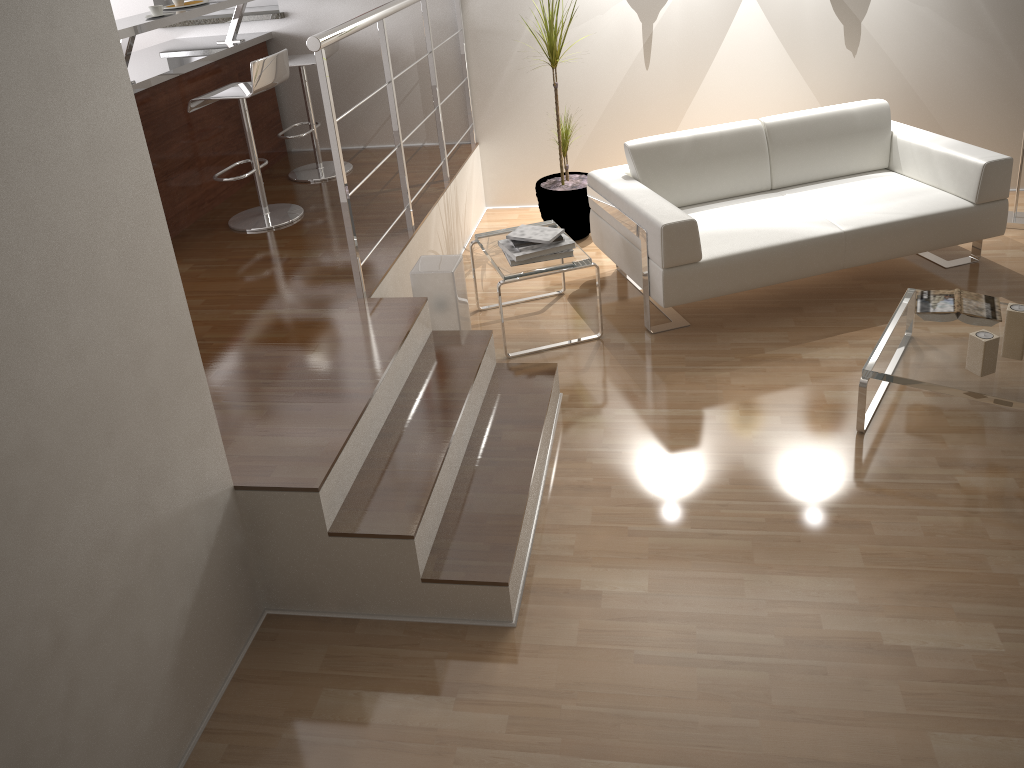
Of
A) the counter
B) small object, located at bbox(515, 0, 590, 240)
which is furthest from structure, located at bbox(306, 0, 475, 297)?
the counter

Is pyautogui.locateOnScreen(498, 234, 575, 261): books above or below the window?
below

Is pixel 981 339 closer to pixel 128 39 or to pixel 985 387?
pixel 985 387

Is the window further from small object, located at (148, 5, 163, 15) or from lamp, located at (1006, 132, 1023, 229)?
lamp, located at (1006, 132, 1023, 229)

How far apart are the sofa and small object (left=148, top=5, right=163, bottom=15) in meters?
2.1

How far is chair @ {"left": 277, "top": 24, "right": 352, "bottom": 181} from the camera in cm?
481

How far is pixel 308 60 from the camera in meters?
4.8 m

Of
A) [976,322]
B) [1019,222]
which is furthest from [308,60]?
[1019,222]

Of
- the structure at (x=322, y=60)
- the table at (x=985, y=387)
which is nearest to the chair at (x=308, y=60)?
the structure at (x=322, y=60)

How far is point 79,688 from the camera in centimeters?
189cm
